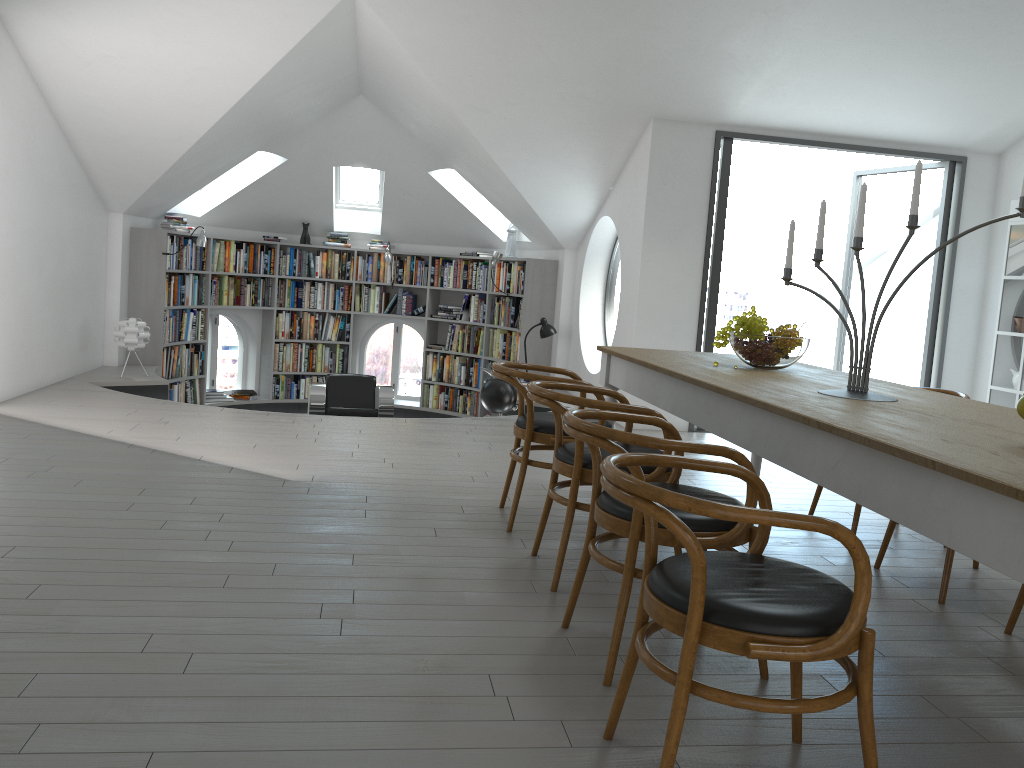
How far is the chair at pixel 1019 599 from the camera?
3.12m

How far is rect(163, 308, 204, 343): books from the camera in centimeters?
915cm

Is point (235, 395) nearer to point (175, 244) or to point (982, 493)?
point (175, 244)

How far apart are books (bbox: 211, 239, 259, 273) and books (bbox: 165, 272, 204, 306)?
0.22m

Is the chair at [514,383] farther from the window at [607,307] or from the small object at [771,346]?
the window at [607,307]

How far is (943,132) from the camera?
7.0m

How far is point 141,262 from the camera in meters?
8.8

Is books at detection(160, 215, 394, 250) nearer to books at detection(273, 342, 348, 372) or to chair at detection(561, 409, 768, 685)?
books at detection(273, 342, 348, 372)

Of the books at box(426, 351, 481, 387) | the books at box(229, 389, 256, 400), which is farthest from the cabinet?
the books at box(229, 389, 256, 400)

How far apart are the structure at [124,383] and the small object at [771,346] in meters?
4.3 m
